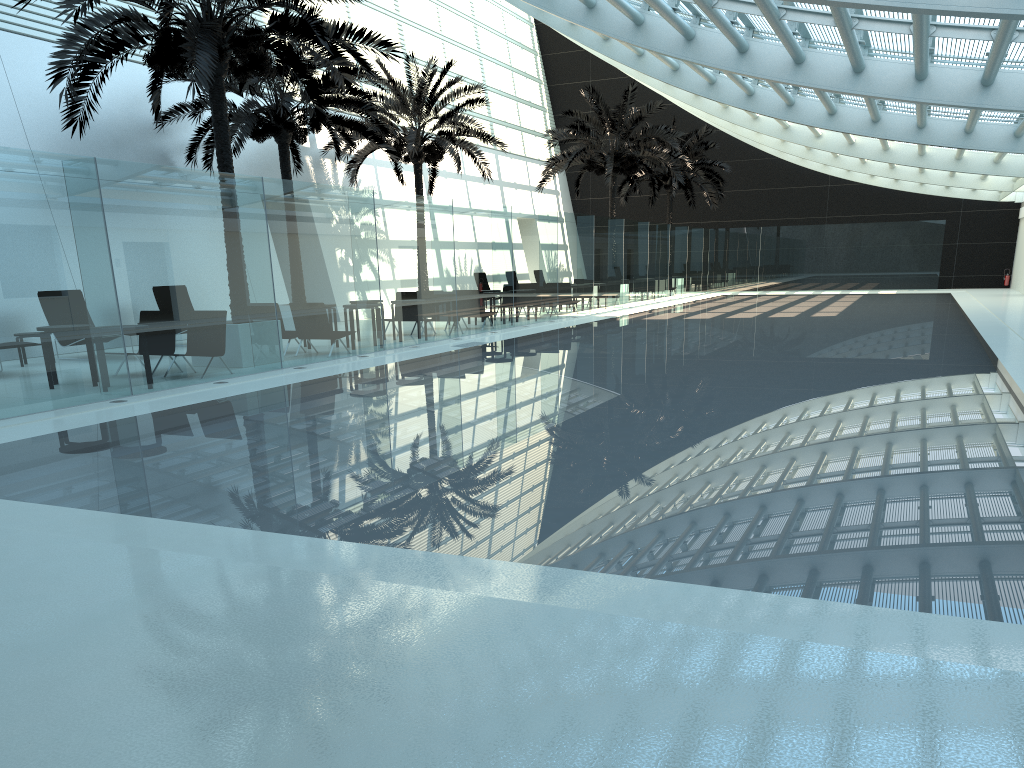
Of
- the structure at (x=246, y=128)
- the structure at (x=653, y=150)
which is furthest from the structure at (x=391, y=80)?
the structure at (x=653, y=150)

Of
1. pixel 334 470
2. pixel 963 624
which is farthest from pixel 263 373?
pixel 963 624

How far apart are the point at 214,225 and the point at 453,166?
21.8m

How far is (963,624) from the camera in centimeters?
348cm

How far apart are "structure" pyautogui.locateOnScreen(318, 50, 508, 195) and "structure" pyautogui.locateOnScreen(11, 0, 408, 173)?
7.31m

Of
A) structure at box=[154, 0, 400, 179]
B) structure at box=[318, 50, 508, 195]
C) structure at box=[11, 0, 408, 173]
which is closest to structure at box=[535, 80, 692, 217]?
structure at box=[318, 50, 508, 195]

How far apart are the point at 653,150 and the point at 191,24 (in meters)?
19.63

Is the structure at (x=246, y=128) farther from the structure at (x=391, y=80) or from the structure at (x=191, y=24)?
the structure at (x=191, y=24)

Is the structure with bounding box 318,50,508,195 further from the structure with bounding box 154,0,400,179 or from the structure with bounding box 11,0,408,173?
the structure with bounding box 11,0,408,173

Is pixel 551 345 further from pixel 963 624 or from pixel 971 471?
pixel 963 624
